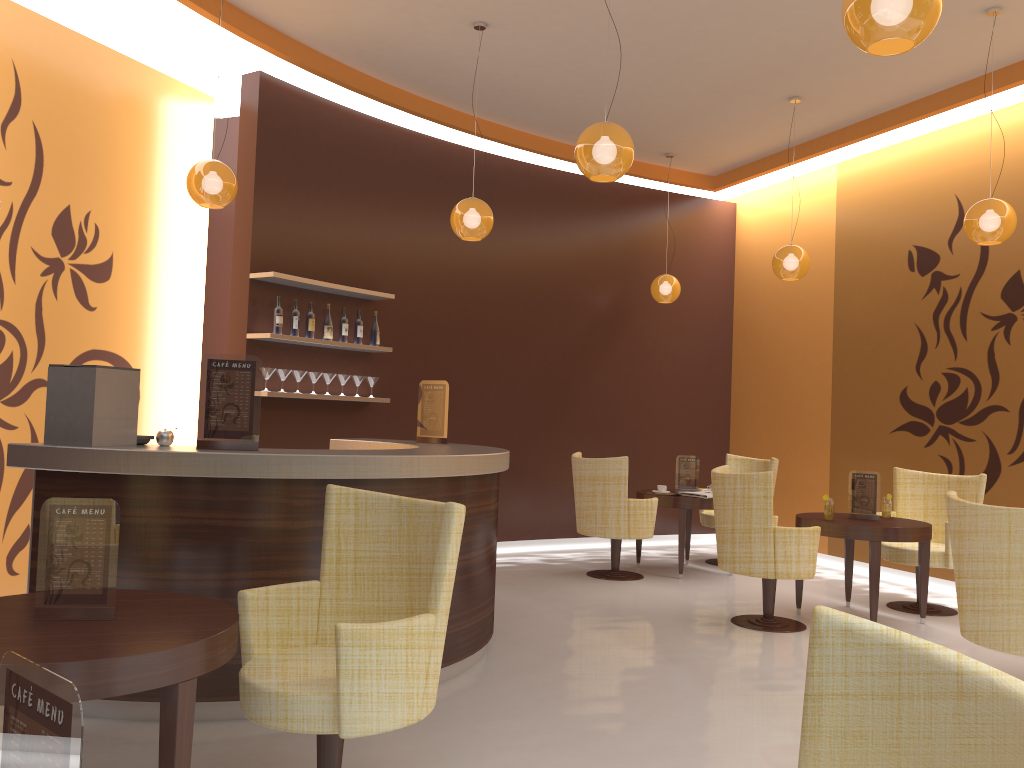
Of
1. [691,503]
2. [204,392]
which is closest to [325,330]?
[204,392]

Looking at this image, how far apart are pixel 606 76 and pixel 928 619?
4.7m

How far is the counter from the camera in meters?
3.6

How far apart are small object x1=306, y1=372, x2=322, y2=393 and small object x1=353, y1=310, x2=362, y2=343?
0.52m

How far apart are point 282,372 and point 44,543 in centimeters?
420cm

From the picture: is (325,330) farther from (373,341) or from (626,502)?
(626,502)

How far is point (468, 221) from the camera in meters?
5.9

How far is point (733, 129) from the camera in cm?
811

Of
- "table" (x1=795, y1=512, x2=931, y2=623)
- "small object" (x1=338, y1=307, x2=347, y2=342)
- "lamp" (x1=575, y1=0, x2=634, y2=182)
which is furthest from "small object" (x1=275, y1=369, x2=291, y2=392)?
"table" (x1=795, y1=512, x2=931, y2=623)

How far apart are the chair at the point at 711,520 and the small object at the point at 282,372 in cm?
406
